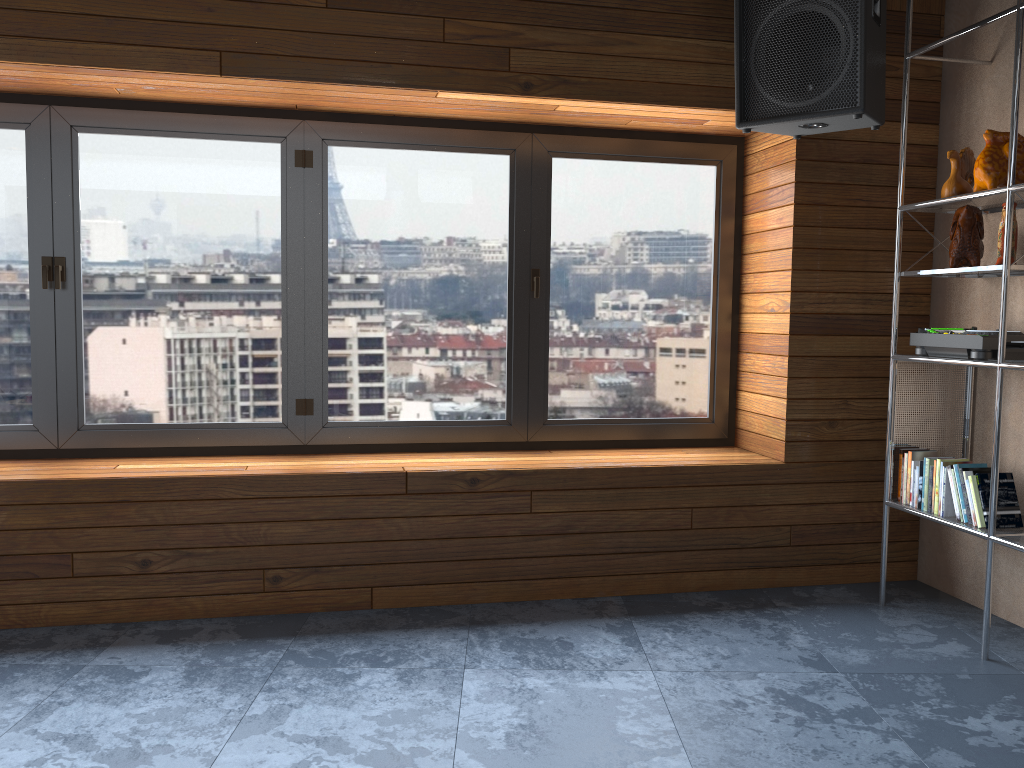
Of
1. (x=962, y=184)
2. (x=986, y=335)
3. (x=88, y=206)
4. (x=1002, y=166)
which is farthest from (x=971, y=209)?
(x=88, y=206)

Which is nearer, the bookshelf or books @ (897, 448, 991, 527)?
the bookshelf

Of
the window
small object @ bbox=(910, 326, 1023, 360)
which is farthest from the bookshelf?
the window

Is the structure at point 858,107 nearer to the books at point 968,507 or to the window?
the window

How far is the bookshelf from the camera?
2.8 meters

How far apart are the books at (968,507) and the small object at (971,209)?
0.7m

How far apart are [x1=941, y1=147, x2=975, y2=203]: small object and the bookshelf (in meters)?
0.07

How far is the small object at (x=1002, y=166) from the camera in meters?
3.0

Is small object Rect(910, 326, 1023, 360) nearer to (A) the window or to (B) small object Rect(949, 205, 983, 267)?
(B) small object Rect(949, 205, 983, 267)

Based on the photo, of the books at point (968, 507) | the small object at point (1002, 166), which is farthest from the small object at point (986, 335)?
the small object at point (1002, 166)
